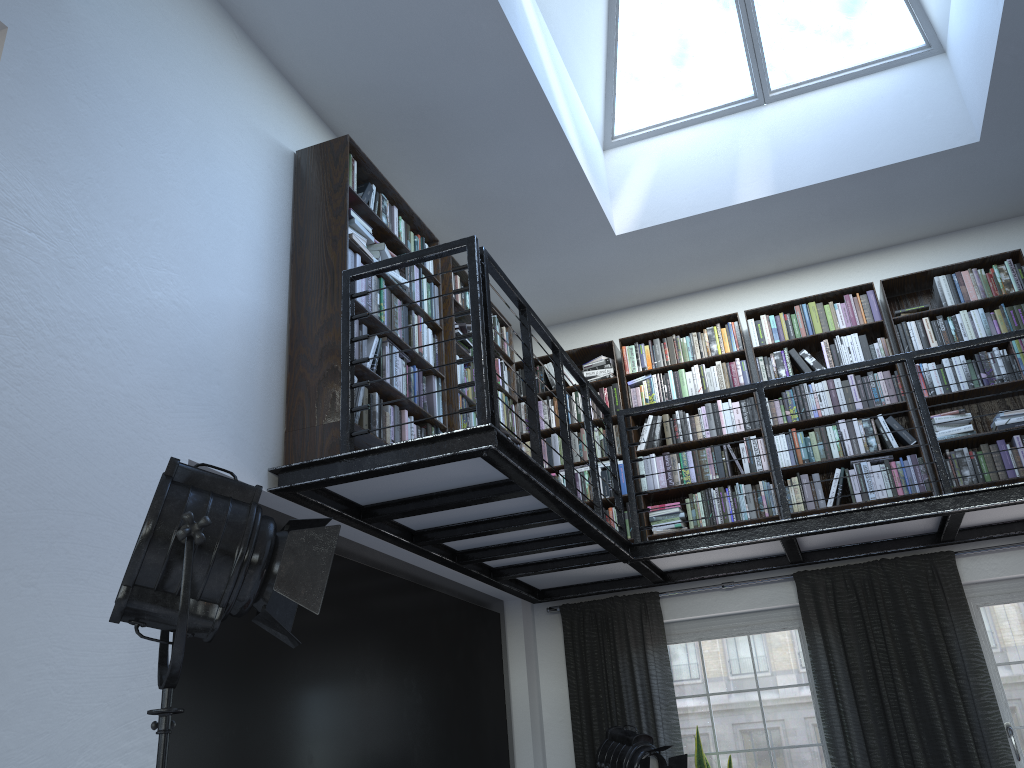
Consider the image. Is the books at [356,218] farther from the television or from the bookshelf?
the television

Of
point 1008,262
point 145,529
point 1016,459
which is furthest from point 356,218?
point 1008,262

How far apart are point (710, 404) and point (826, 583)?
1.4 meters

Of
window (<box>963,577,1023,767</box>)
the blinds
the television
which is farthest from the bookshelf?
window (<box>963,577,1023,767</box>)

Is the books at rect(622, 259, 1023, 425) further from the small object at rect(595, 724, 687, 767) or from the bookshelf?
the small object at rect(595, 724, 687, 767)

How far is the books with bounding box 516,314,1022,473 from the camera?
5.5m

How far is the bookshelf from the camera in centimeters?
367cm

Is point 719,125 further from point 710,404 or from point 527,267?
point 710,404

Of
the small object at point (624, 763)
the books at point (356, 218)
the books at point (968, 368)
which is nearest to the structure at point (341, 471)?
the books at point (356, 218)

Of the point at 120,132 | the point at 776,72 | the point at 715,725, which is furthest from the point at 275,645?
the point at 776,72
